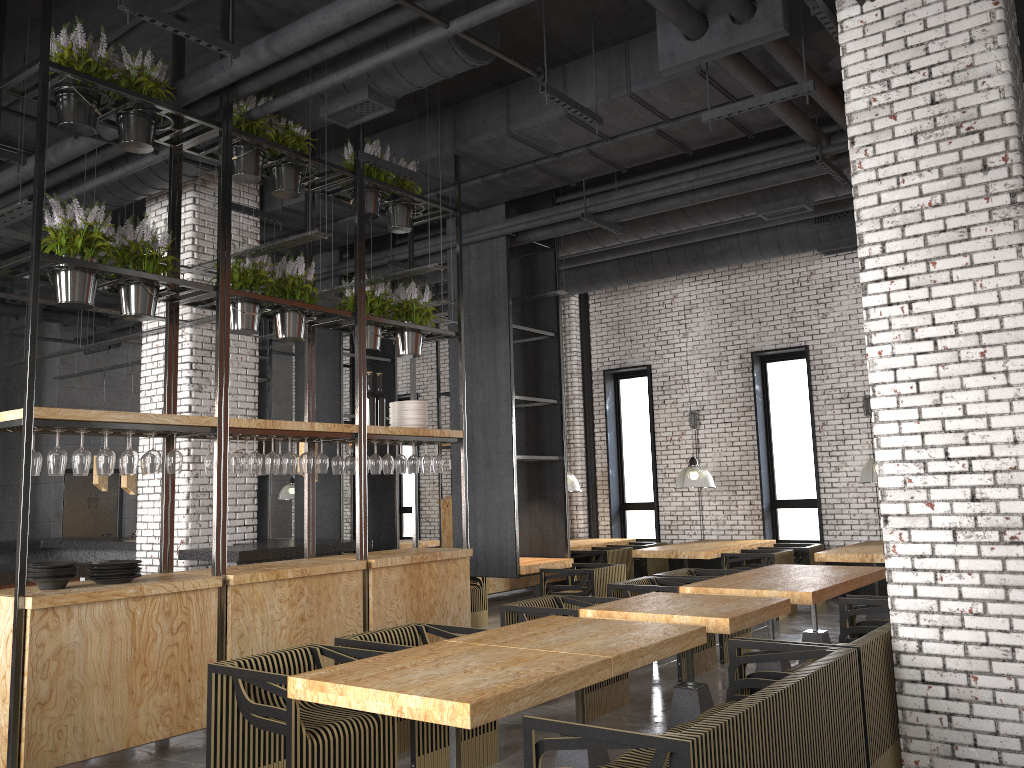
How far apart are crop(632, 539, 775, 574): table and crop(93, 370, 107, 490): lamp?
6.6 meters

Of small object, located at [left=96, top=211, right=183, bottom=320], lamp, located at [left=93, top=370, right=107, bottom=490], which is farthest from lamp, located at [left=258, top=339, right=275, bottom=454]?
small object, located at [left=96, top=211, right=183, bottom=320]

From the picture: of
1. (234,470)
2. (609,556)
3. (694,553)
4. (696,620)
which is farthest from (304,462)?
(609,556)

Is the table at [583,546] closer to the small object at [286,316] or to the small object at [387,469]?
the small object at [387,469]

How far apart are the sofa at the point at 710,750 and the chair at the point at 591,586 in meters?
4.2

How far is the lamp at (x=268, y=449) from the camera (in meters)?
9.16

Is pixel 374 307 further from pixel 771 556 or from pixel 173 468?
pixel 771 556

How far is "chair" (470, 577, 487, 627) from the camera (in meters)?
9.99

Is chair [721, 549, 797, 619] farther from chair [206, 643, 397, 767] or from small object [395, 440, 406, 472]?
chair [206, 643, 397, 767]

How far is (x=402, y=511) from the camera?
16.6 meters
